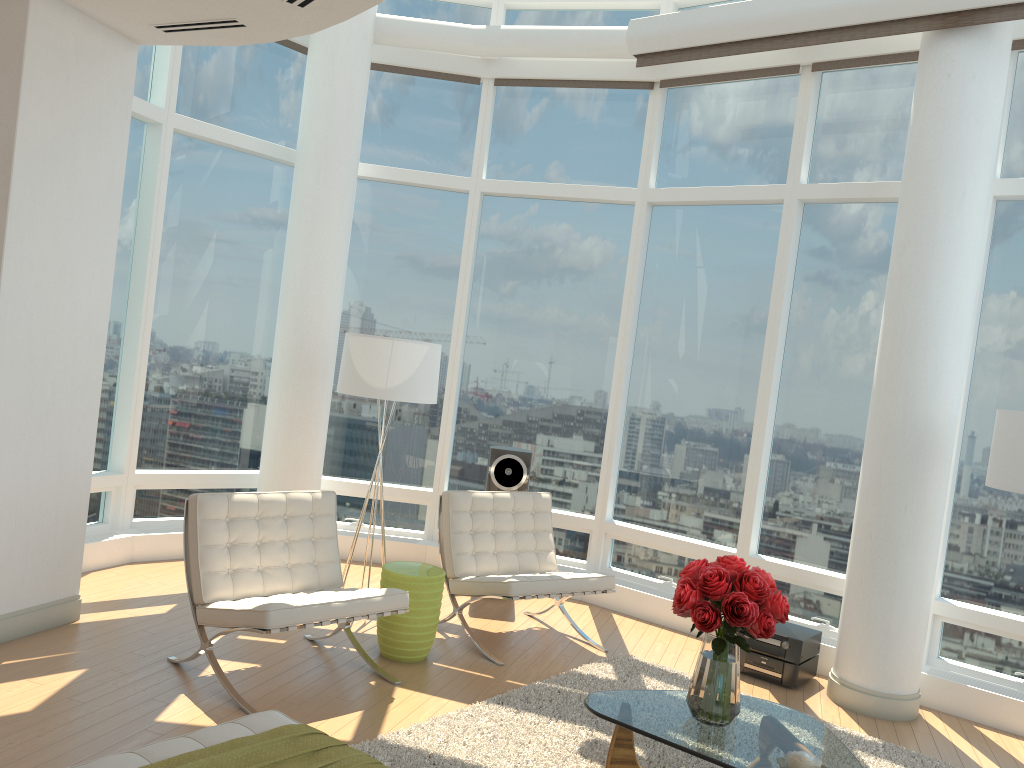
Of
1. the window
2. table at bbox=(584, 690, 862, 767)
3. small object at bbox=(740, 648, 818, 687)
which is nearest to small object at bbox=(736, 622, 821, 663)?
small object at bbox=(740, 648, 818, 687)

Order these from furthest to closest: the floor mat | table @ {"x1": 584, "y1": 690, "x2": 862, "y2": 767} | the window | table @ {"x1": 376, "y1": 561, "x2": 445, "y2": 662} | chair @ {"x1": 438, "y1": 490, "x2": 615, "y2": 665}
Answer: the window → chair @ {"x1": 438, "y1": 490, "x2": 615, "y2": 665} → table @ {"x1": 376, "y1": 561, "x2": 445, "y2": 662} → the floor mat → table @ {"x1": 584, "y1": 690, "x2": 862, "y2": 767}

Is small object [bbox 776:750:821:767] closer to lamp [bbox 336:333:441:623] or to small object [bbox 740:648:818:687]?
small object [bbox 740:648:818:687]

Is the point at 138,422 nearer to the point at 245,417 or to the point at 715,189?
the point at 245,417

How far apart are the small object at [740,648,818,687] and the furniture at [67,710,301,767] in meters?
3.6

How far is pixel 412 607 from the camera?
5.1 meters

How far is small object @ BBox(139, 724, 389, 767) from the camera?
2.69m

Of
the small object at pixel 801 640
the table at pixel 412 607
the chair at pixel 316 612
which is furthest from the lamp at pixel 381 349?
the small object at pixel 801 640

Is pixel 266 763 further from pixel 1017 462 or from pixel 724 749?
pixel 1017 462

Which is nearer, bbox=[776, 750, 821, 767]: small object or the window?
bbox=[776, 750, 821, 767]: small object
